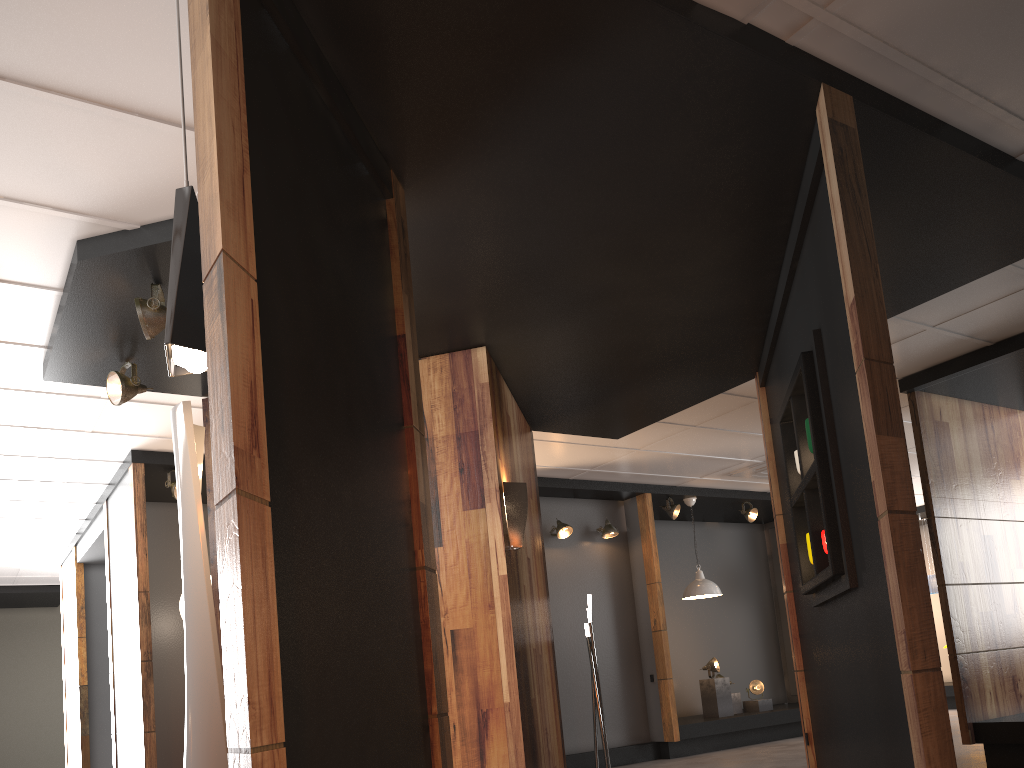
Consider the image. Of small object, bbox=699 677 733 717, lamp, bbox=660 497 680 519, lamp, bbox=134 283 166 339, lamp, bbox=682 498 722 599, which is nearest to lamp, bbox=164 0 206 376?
lamp, bbox=134 283 166 339

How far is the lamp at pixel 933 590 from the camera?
12.8m

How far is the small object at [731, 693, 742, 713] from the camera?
10.06m

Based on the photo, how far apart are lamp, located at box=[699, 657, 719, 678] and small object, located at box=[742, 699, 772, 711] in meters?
0.7

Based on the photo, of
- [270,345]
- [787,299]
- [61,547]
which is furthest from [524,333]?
[61,547]

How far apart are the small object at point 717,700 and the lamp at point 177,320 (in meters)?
8.65

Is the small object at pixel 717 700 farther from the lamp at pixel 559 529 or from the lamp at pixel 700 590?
the lamp at pixel 559 529

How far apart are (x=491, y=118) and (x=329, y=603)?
1.92m

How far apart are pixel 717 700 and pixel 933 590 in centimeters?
501cm

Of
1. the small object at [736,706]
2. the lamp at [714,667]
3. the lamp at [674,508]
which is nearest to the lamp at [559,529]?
the lamp at [674,508]
